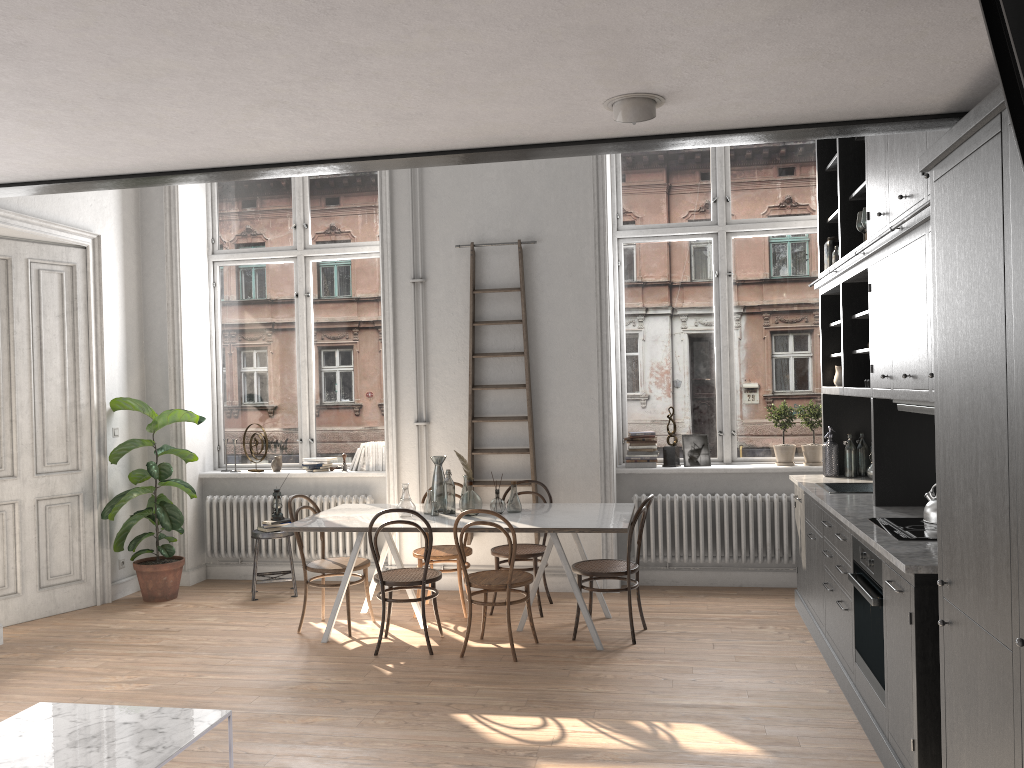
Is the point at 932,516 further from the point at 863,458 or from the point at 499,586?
the point at 499,586

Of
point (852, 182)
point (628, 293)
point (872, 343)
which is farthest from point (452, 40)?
point (628, 293)

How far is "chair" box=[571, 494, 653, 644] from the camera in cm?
558

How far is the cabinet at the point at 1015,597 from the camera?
2.3m

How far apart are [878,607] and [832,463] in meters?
2.5 m

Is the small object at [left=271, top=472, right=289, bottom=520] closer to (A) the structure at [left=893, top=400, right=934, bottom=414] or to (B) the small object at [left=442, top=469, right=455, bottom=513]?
(B) the small object at [left=442, top=469, right=455, bottom=513]

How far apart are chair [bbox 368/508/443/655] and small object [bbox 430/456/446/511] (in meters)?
0.53

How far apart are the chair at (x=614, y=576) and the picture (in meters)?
1.41

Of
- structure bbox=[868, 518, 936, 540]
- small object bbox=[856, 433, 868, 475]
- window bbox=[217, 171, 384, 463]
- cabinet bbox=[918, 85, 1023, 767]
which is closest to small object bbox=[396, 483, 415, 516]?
window bbox=[217, 171, 384, 463]

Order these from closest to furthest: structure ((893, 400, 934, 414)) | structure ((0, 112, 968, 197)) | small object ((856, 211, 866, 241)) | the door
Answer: structure ((0, 112, 968, 197)), structure ((893, 400, 934, 414)), small object ((856, 211, 866, 241)), the door
